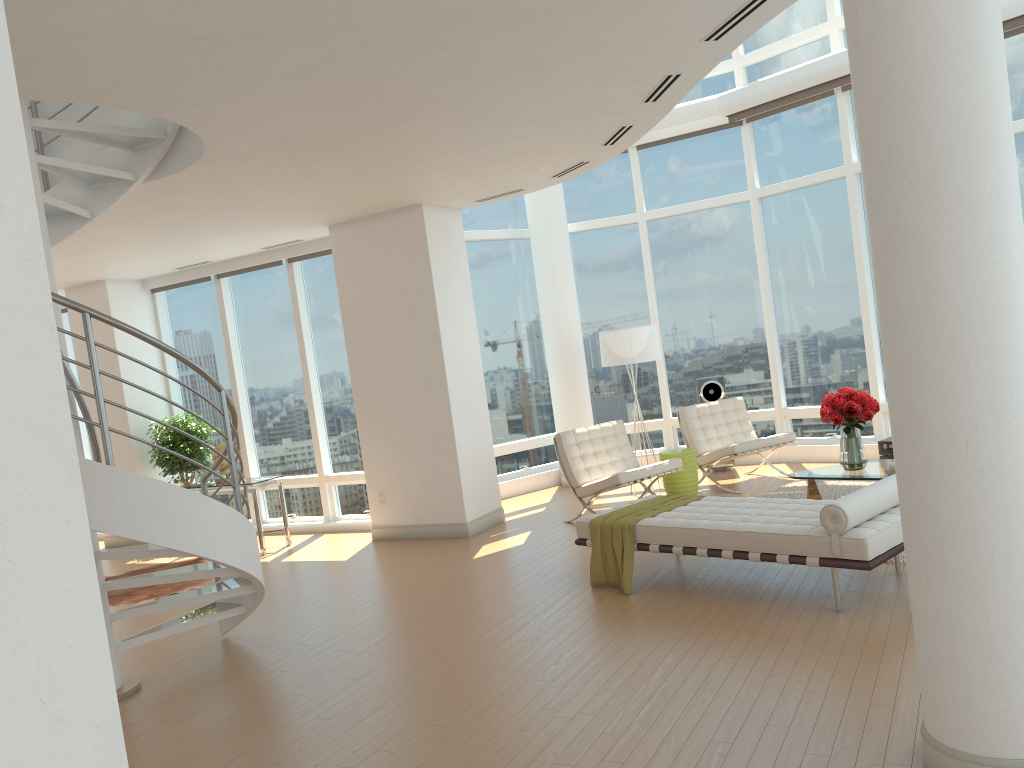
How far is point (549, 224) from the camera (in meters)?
11.18

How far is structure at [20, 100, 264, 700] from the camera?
4.70m

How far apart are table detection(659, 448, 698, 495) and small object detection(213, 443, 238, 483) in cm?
480

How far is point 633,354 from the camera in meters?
9.8 m

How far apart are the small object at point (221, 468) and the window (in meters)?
1.13

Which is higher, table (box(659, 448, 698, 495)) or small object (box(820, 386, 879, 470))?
small object (box(820, 386, 879, 470))

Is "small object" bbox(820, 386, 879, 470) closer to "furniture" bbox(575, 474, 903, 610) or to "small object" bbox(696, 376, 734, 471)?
"furniture" bbox(575, 474, 903, 610)

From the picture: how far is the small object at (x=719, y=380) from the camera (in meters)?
10.84

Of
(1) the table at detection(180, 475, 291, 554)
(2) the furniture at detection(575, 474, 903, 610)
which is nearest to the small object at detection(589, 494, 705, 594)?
(2) the furniture at detection(575, 474, 903, 610)

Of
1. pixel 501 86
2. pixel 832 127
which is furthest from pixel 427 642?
pixel 832 127
